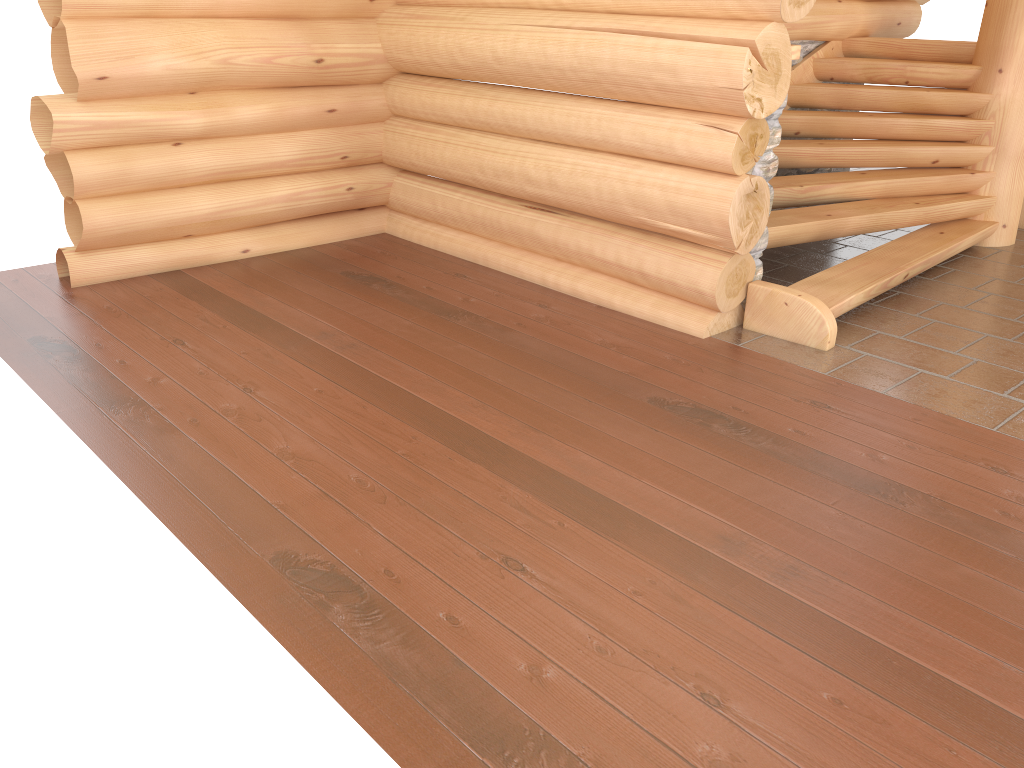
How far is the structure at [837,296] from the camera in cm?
500

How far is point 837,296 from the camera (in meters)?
5.00

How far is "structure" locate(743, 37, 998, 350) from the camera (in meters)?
5.00
